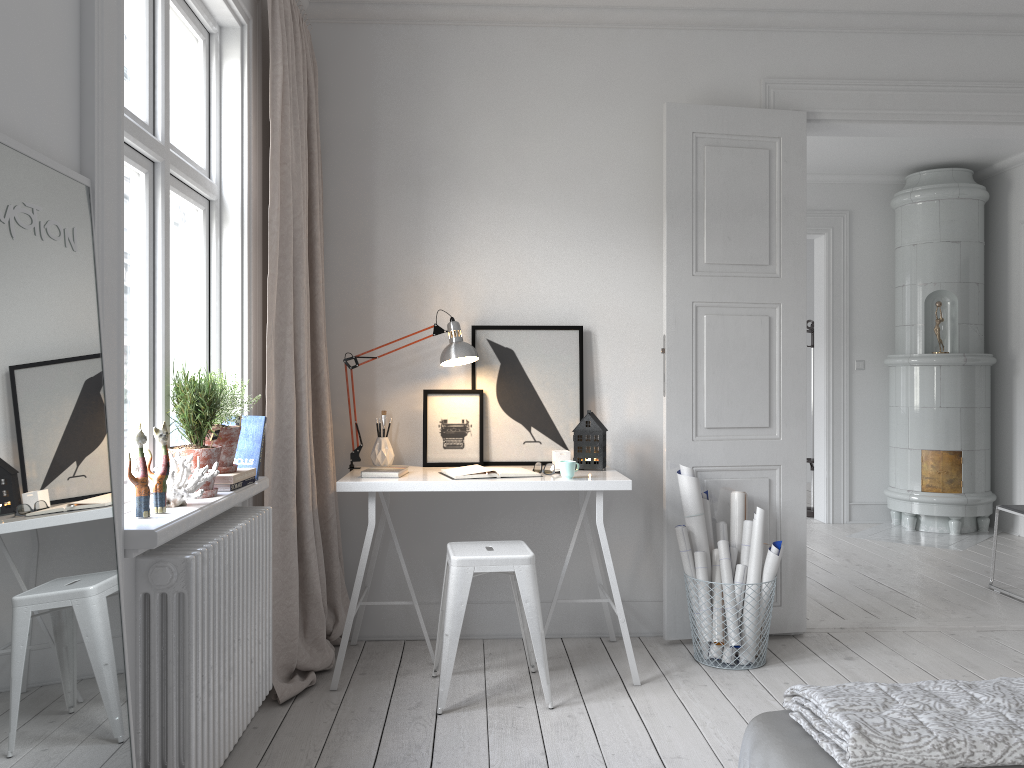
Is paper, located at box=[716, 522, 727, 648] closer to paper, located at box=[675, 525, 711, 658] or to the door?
the door

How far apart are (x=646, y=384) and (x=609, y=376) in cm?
17

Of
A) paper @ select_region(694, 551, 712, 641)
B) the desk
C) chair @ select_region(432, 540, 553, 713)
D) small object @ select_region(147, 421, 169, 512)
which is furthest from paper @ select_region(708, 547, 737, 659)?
small object @ select_region(147, 421, 169, 512)

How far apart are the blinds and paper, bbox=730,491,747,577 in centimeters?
166cm

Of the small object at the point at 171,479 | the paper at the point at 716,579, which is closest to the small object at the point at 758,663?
the paper at the point at 716,579

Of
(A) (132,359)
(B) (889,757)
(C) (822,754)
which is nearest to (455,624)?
(A) (132,359)

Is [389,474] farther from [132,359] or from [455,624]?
[132,359]

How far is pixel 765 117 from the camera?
3.9m

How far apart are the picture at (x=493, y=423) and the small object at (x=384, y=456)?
0.4 meters

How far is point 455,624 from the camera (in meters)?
3.09
